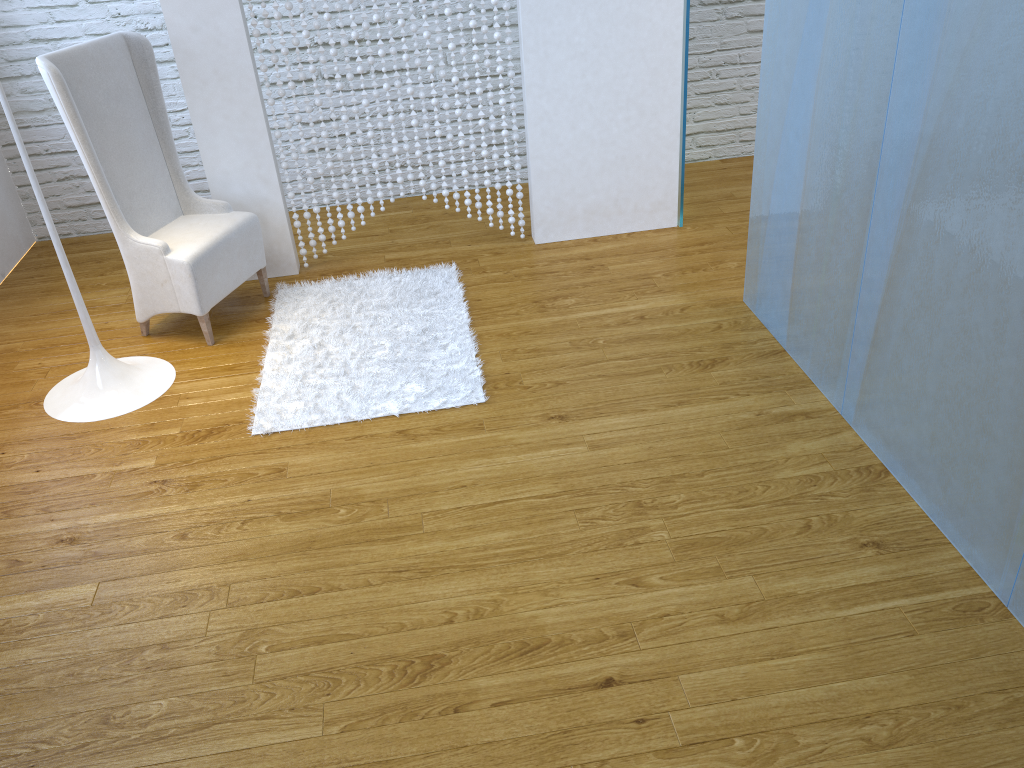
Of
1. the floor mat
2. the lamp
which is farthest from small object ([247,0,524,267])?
the lamp

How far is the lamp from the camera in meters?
2.7 m

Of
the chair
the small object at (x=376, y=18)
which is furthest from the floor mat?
the small object at (x=376, y=18)

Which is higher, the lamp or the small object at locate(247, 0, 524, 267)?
the small object at locate(247, 0, 524, 267)

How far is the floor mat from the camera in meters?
2.7

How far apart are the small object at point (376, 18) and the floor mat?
0.19m

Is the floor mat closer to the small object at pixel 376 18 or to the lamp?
the small object at pixel 376 18

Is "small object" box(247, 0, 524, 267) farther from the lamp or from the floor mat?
the lamp

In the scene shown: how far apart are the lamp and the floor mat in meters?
0.3

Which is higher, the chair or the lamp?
the chair
